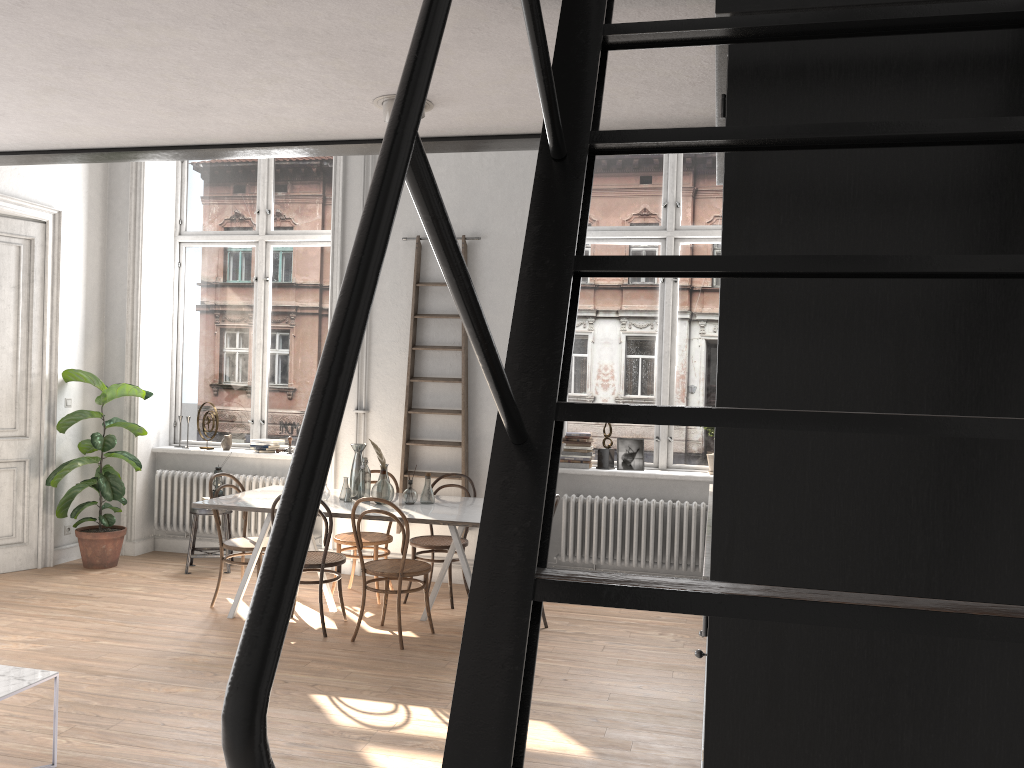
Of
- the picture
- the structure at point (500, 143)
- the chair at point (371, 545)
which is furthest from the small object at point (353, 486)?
the structure at point (500, 143)

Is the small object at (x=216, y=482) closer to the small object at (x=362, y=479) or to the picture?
the small object at (x=362, y=479)

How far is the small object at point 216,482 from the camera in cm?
736

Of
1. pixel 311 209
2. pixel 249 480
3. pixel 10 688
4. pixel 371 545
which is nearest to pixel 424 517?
pixel 371 545

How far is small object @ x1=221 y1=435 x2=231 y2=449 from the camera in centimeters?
792cm

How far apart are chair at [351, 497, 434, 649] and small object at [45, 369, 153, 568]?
2.8m

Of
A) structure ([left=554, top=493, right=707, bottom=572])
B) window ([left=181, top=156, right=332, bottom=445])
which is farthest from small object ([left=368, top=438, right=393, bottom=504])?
window ([left=181, top=156, right=332, bottom=445])

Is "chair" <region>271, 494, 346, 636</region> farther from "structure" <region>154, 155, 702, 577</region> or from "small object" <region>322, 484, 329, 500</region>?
"structure" <region>154, 155, 702, 577</region>

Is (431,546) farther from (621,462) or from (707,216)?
(707,216)

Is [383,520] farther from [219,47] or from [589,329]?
[219,47]
